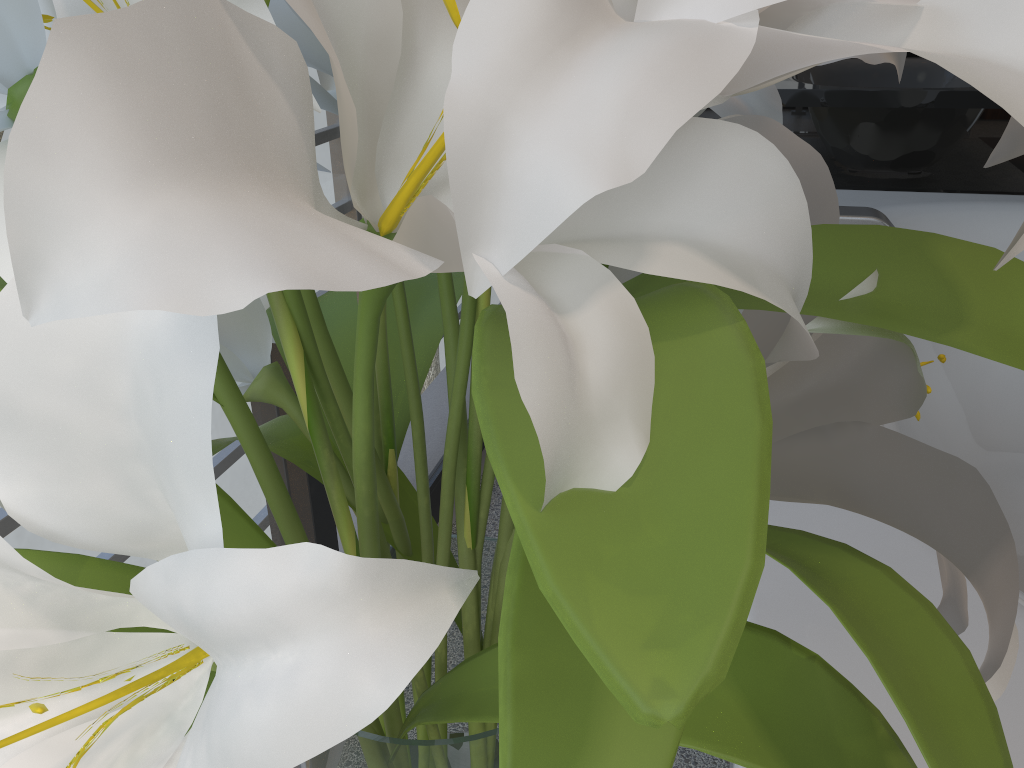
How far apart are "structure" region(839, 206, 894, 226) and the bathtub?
0.4 meters

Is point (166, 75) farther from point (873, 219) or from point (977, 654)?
point (873, 219)

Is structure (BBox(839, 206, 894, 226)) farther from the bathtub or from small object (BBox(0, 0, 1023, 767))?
small object (BBox(0, 0, 1023, 767))

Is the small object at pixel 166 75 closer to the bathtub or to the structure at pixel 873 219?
the bathtub

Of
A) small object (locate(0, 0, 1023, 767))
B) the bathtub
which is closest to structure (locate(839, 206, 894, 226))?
the bathtub

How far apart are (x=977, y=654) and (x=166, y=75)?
0.8 meters

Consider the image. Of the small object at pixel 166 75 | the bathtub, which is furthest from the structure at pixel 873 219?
the small object at pixel 166 75

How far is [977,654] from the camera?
0.71m

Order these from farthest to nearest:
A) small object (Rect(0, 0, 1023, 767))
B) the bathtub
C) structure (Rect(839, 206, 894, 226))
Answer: structure (Rect(839, 206, 894, 226)) → the bathtub → small object (Rect(0, 0, 1023, 767))

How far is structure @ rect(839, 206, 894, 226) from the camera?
1.4 meters
